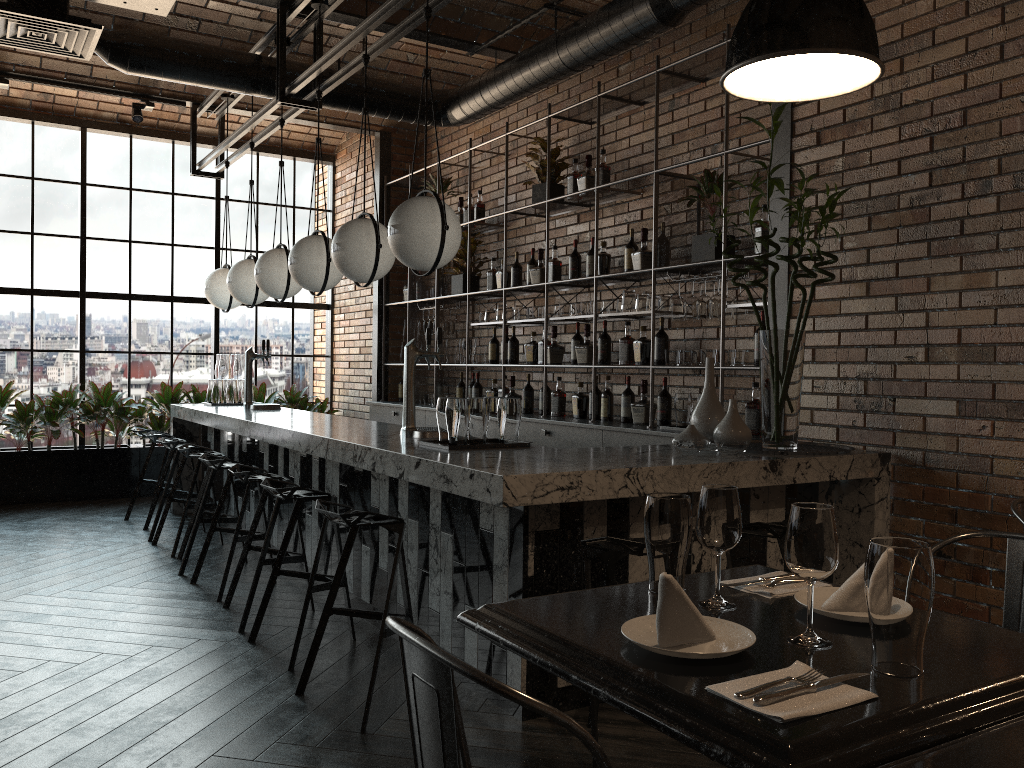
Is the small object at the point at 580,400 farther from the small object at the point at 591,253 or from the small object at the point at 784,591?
the small object at the point at 784,591

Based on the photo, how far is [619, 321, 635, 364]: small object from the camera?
5.6 meters

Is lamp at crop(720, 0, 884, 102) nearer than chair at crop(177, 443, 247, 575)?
Yes

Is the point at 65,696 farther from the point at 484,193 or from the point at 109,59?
the point at 484,193

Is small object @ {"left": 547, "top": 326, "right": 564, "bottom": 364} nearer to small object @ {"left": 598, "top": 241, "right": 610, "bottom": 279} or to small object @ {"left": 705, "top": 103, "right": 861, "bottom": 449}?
small object @ {"left": 598, "top": 241, "right": 610, "bottom": 279}

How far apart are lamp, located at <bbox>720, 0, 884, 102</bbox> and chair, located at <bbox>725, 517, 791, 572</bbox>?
1.6 meters

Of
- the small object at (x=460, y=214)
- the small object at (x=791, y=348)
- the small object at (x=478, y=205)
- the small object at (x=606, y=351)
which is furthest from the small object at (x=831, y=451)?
the small object at (x=460, y=214)

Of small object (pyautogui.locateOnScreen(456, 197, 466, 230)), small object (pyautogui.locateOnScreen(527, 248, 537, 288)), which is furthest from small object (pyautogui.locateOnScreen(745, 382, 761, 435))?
small object (pyautogui.locateOnScreen(456, 197, 466, 230))

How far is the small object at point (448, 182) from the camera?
7.8m

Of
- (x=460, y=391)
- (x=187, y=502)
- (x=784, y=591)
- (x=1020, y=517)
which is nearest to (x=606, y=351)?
(x=460, y=391)
